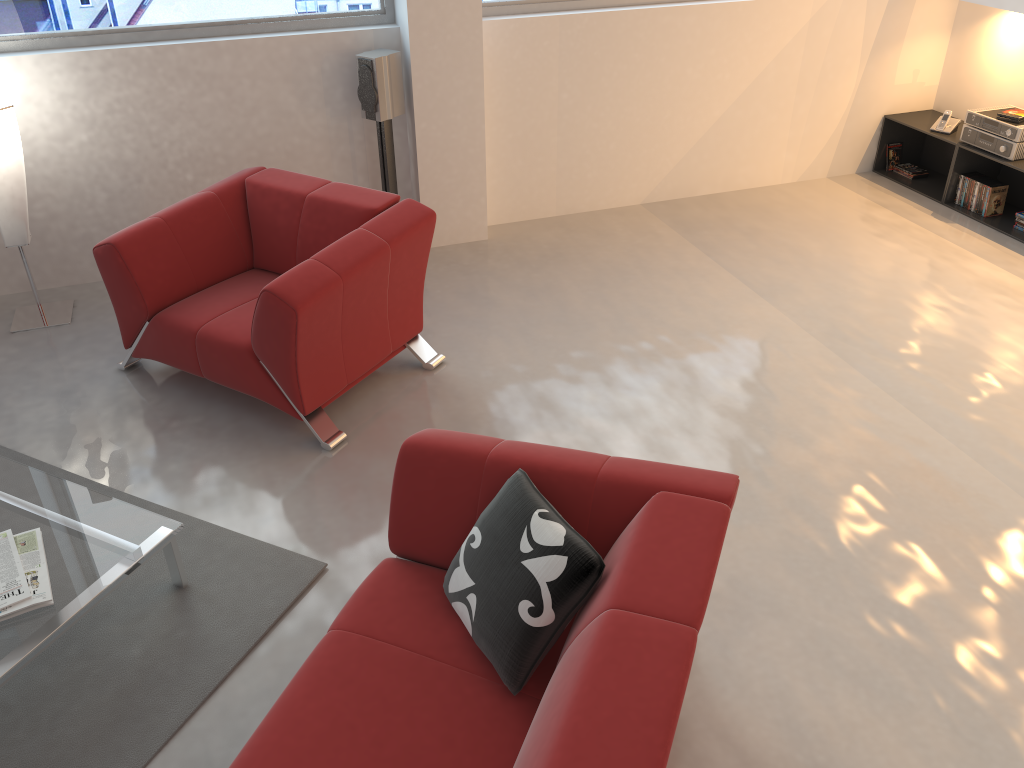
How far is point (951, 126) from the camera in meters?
5.7

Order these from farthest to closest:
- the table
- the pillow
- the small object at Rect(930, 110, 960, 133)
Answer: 1. the small object at Rect(930, 110, 960, 133)
2. the table
3. the pillow

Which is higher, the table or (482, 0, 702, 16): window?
(482, 0, 702, 16): window

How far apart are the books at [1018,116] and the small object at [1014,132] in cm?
7

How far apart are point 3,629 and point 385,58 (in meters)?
3.27

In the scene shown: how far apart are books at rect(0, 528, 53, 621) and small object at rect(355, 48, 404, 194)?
2.81m

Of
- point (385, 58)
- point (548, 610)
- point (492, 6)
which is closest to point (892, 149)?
point (492, 6)

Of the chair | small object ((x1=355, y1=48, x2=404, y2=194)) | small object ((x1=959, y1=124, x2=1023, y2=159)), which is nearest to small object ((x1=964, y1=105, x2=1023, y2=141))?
small object ((x1=959, y1=124, x2=1023, y2=159))

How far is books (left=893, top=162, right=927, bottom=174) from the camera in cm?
613

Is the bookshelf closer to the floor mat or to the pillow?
the pillow
